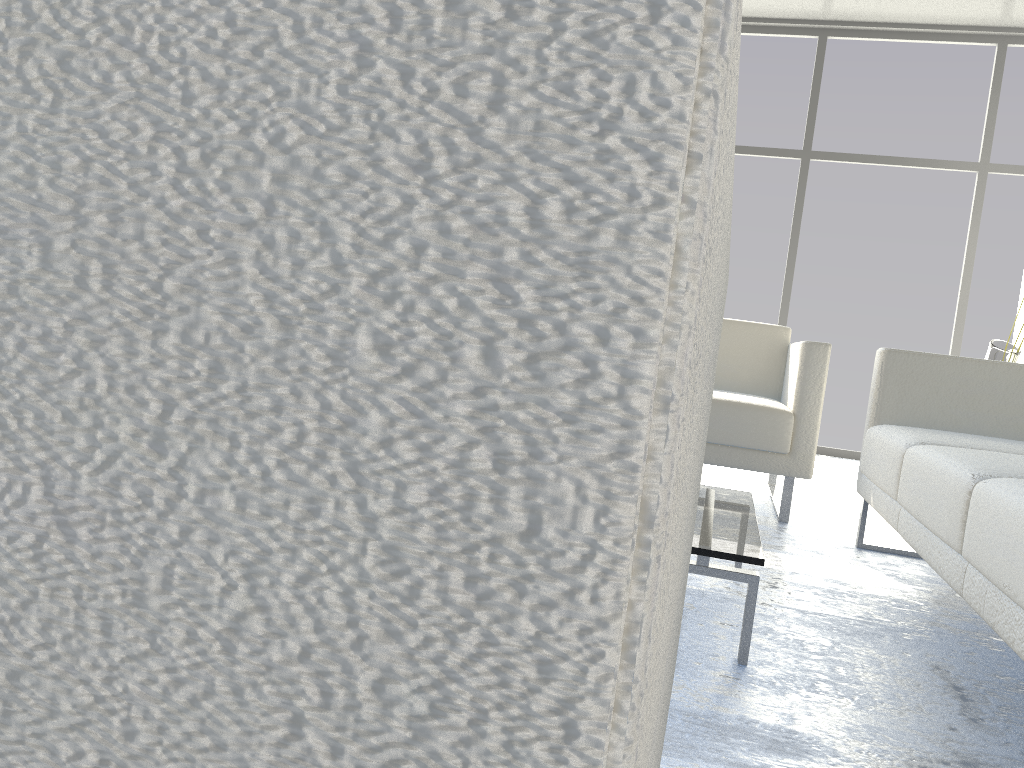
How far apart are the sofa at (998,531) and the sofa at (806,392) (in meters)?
0.19

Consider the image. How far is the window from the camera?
4.96m

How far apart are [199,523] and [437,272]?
0.07m

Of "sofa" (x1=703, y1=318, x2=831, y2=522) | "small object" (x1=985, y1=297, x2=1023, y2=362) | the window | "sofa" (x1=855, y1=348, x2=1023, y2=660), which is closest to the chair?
"sofa" (x1=855, y1=348, x2=1023, y2=660)

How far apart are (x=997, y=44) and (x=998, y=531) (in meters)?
4.70

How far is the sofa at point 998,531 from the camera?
1.28m

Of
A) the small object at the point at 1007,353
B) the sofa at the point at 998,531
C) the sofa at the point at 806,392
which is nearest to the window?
the sofa at the point at 806,392

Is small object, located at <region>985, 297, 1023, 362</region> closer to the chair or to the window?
the window

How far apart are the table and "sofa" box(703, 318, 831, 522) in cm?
79

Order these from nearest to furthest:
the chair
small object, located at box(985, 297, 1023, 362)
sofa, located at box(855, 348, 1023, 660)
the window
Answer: the chair < sofa, located at box(855, 348, 1023, 660) < small object, located at box(985, 297, 1023, 362) < the window
